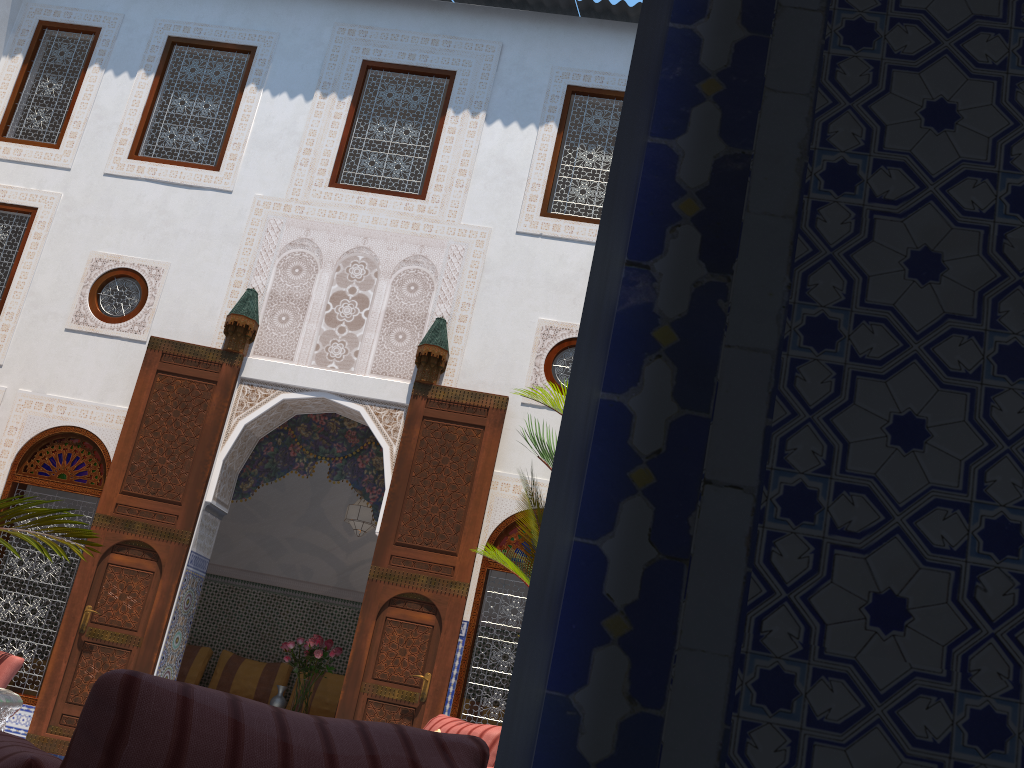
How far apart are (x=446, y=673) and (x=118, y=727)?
3.91m

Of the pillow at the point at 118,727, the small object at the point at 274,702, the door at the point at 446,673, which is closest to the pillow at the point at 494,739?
the door at the point at 446,673

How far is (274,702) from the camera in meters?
5.6 m

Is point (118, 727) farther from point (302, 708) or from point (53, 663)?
point (302, 708)

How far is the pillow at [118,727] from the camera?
0.89m

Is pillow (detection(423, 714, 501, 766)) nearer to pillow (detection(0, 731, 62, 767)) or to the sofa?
the sofa

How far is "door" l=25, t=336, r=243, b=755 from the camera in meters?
4.8 m

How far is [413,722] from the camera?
4.56m

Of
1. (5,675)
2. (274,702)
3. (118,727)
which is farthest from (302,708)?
(118,727)

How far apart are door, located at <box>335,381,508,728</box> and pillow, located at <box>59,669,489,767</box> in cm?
357
